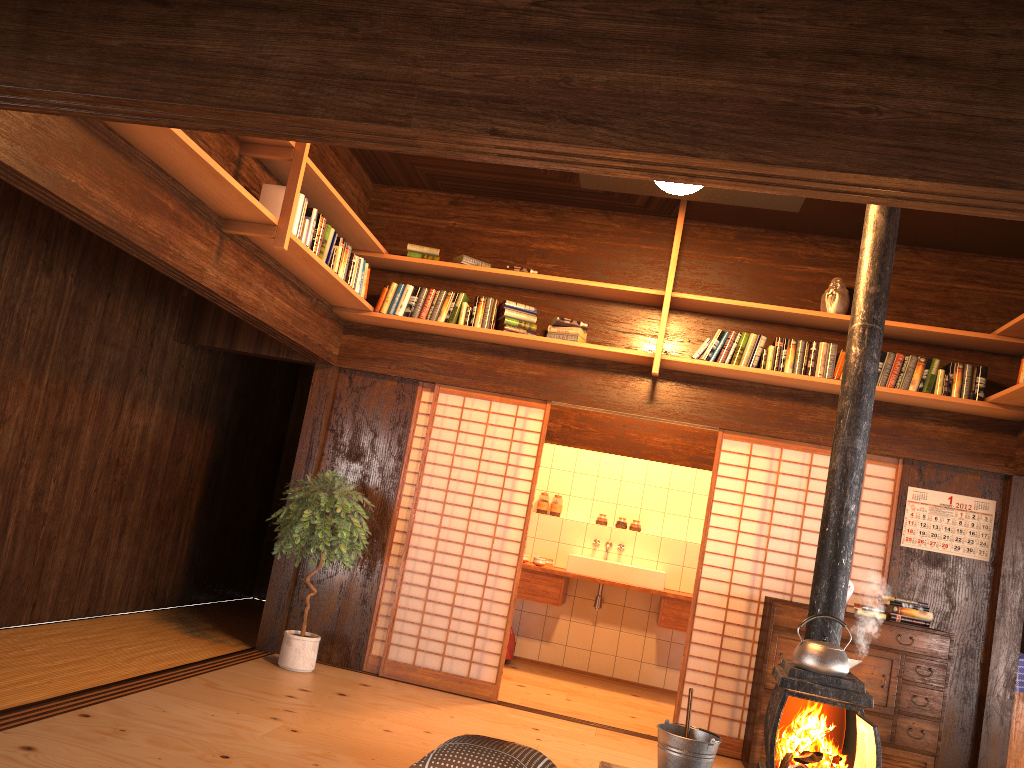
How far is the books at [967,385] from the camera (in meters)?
5.38

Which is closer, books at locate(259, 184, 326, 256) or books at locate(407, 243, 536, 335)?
books at locate(259, 184, 326, 256)

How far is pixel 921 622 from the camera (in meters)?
5.20

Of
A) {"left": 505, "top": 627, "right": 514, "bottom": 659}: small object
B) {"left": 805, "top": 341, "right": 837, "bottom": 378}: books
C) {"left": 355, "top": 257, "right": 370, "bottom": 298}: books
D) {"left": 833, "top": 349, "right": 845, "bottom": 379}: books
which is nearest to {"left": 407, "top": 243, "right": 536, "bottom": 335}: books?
{"left": 355, "top": 257, "right": 370, "bottom": 298}: books

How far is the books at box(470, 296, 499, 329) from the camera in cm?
590

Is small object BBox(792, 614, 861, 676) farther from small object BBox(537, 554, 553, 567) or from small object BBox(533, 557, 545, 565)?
small object BBox(537, 554, 553, 567)

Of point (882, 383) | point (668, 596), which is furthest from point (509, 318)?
point (668, 596)

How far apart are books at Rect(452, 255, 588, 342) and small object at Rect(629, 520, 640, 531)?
2.73m

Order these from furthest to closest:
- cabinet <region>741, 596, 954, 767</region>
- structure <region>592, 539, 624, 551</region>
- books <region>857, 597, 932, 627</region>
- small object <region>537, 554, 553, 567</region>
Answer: structure <region>592, 539, 624, 551</region> → small object <region>537, 554, 553, 567</region> → books <region>857, 597, 932, 627</region> → cabinet <region>741, 596, 954, 767</region>

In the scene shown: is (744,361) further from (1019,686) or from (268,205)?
(268,205)
